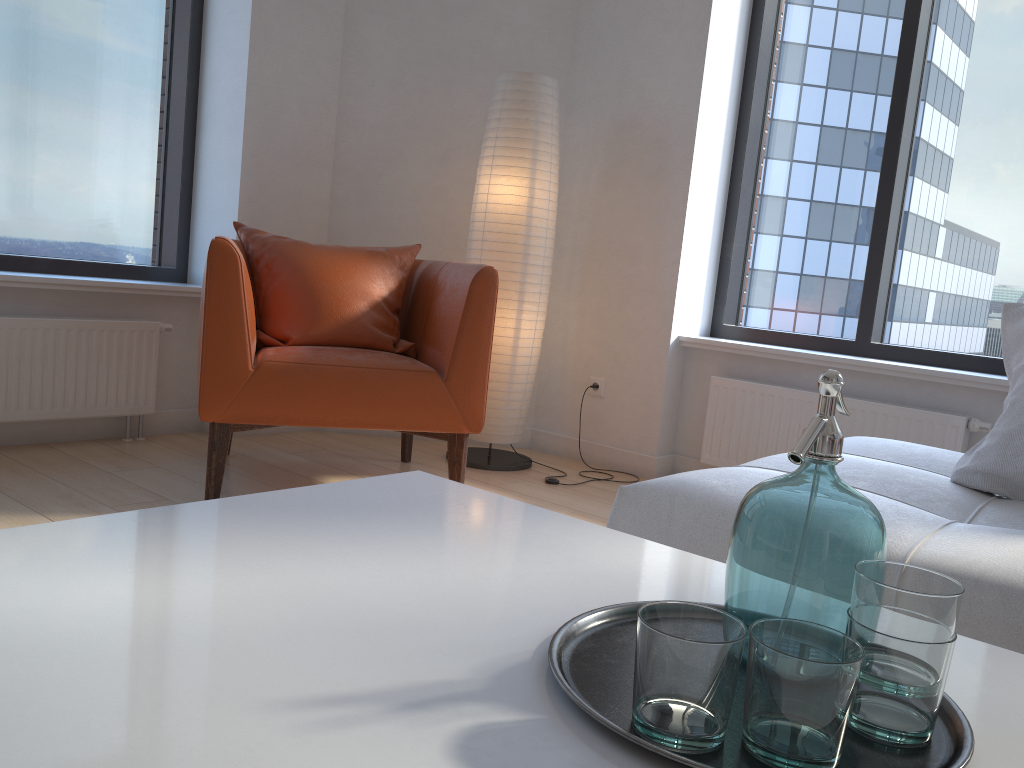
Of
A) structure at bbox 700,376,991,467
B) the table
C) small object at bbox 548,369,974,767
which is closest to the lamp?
structure at bbox 700,376,991,467

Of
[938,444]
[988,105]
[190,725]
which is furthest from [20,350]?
[988,105]

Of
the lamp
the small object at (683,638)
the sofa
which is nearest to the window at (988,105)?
the lamp

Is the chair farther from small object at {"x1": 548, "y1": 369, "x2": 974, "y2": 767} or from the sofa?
small object at {"x1": 548, "y1": 369, "x2": 974, "y2": 767}

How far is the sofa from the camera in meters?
1.2

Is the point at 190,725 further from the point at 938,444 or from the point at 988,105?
the point at 988,105

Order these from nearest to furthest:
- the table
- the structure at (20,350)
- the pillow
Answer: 1. the table
2. the pillow
3. the structure at (20,350)

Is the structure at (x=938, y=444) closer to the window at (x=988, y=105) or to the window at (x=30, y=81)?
the window at (x=988, y=105)

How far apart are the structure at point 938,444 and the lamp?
0.7m

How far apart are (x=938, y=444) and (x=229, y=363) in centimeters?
233cm
